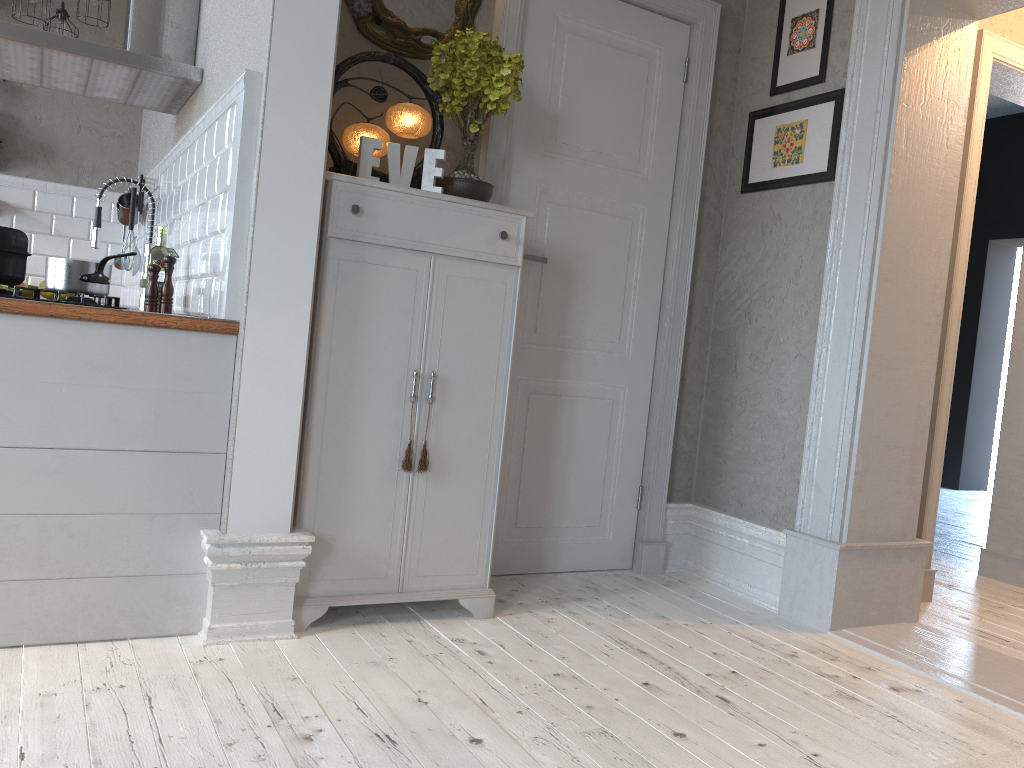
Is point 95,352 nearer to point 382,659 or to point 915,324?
point 382,659

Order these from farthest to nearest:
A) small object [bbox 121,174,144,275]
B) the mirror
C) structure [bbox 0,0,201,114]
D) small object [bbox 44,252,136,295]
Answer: small object [bbox 121,174,144,275] → structure [bbox 0,0,201,114] → the mirror → small object [bbox 44,252,136,295]

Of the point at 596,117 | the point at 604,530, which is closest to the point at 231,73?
the point at 596,117

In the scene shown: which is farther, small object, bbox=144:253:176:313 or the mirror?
the mirror

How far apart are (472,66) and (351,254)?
0.7 meters

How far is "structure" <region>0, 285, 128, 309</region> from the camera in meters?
2.3

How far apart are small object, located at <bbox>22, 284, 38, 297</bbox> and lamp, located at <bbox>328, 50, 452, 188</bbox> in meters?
2.9 m

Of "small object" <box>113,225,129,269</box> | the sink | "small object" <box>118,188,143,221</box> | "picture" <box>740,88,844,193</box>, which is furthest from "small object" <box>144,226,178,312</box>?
"picture" <box>740,88,844,193</box>

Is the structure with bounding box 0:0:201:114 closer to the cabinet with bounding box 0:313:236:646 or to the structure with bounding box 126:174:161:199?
the structure with bounding box 126:174:161:199

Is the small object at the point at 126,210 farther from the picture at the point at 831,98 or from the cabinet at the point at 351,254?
the picture at the point at 831,98
